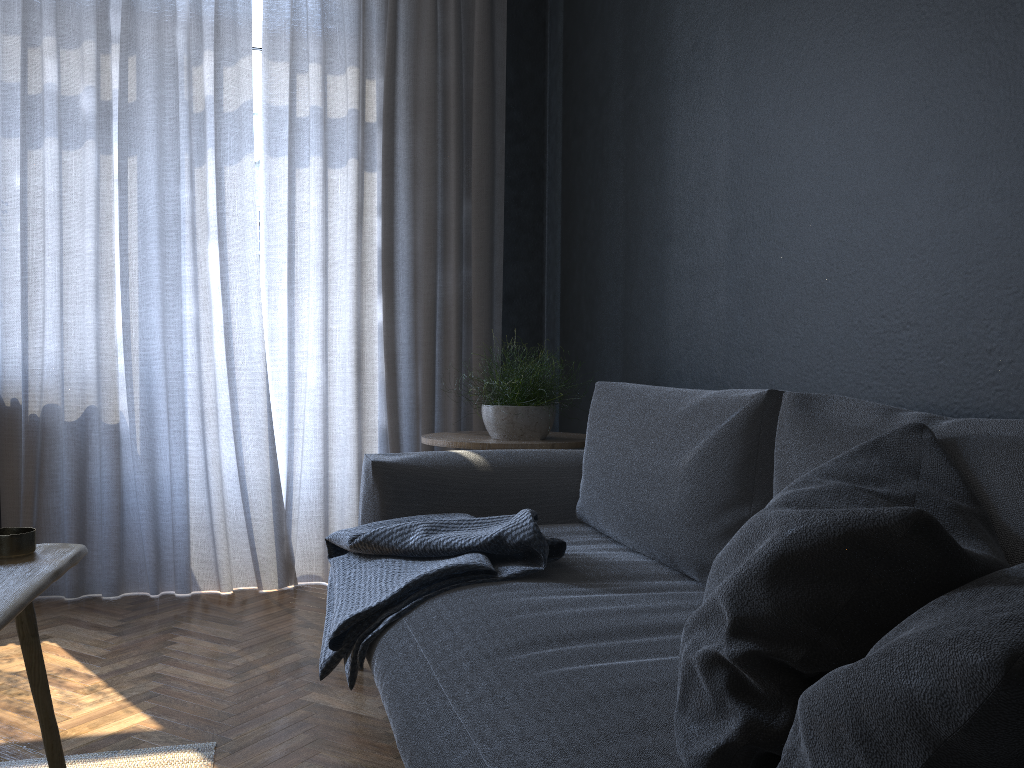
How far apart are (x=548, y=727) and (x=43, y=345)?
2.7 meters

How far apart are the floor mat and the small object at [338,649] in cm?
34

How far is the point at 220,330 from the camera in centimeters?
329cm

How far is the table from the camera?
1.1 meters

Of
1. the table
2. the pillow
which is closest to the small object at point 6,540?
the table

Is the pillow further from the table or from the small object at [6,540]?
the small object at [6,540]

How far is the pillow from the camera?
0.5m

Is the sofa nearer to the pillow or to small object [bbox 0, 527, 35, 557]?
the pillow

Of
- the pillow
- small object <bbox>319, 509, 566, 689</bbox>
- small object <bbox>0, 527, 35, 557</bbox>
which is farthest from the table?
the pillow

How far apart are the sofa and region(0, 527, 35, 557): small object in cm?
58
